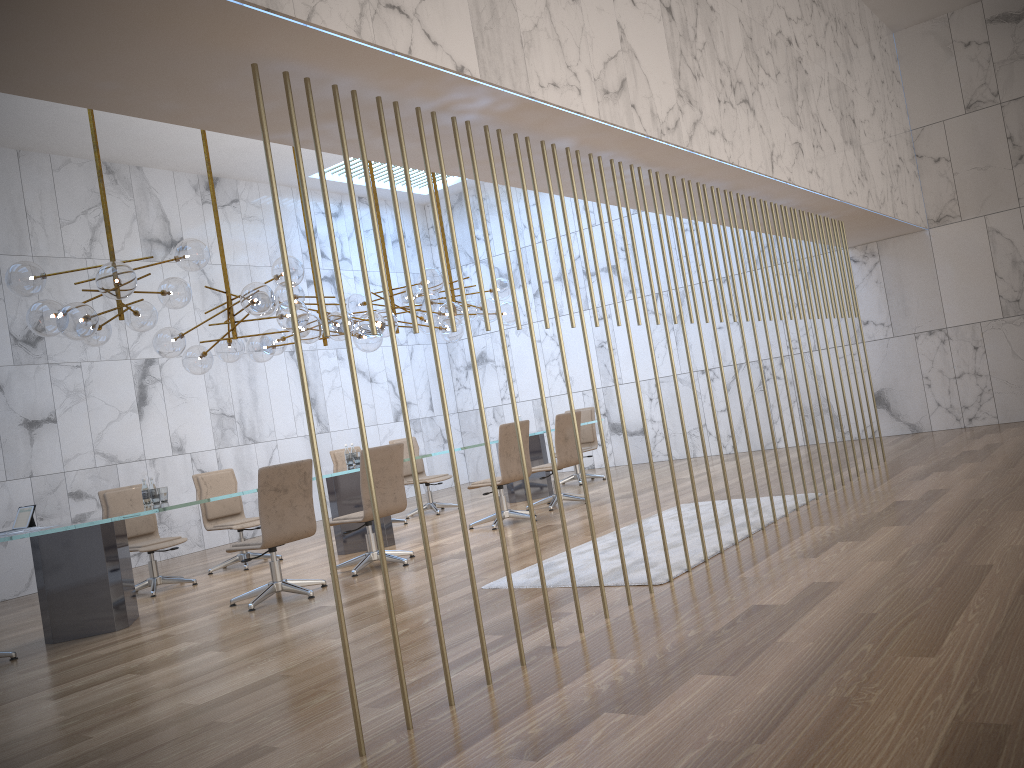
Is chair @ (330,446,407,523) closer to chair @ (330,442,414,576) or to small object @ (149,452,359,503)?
small object @ (149,452,359,503)

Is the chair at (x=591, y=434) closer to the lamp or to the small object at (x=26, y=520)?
the lamp

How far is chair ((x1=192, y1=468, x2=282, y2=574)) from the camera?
8.8m

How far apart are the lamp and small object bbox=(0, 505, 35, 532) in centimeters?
126cm

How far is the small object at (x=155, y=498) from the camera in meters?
7.0 m

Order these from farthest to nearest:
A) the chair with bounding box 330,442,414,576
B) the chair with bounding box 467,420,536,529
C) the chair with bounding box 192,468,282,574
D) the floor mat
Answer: the chair with bounding box 192,468,282,574, the chair with bounding box 467,420,536,529, the chair with bounding box 330,442,414,576, the floor mat

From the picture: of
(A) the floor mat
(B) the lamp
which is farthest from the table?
(A) the floor mat

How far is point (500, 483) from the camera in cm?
862

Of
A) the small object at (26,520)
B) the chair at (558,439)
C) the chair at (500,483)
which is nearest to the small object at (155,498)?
the small object at (26,520)

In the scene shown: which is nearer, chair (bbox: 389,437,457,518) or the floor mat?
the floor mat
